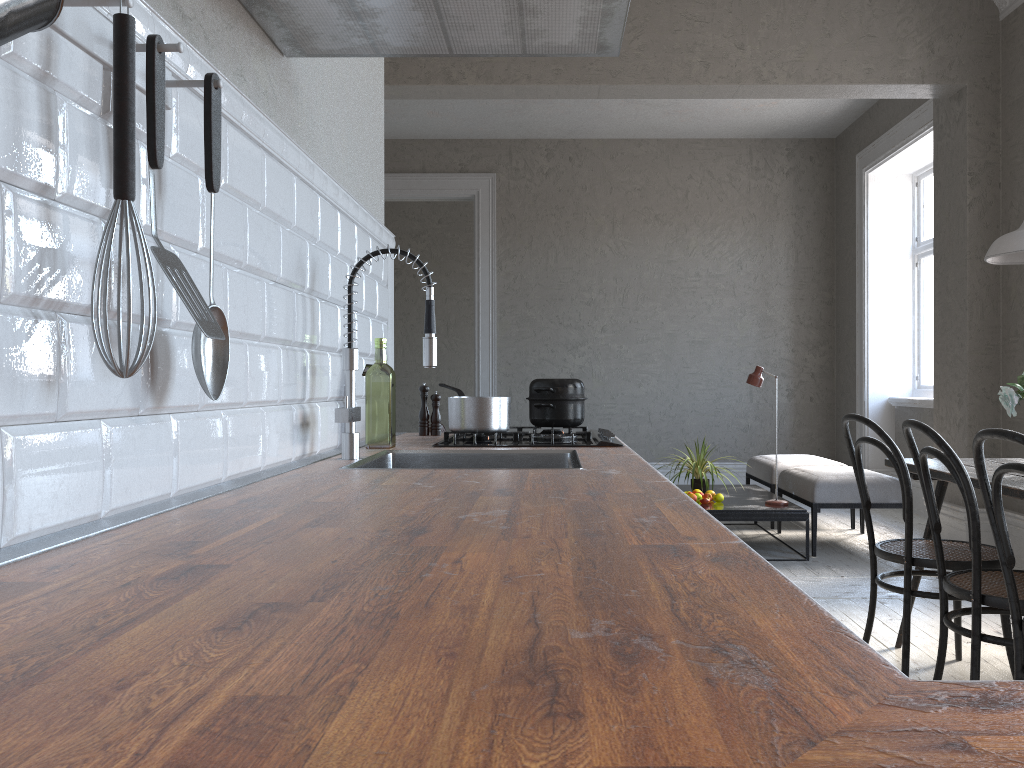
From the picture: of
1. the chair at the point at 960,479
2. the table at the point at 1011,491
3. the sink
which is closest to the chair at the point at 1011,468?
the chair at the point at 960,479

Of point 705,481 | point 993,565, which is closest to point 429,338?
point 993,565

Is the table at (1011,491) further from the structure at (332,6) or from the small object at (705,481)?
the small object at (705,481)

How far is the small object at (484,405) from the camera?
2.4 meters

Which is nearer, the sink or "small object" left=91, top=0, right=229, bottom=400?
"small object" left=91, top=0, right=229, bottom=400

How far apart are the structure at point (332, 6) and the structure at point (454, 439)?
0.94m

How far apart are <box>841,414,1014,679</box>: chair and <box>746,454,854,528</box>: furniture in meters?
2.9

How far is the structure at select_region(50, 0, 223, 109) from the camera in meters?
1.0

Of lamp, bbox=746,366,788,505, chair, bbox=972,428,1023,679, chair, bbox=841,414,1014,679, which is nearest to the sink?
chair, bbox=972,428,1023,679

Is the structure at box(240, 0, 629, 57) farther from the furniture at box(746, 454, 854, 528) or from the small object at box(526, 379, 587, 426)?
the furniture at box(746, 454, 854, 528)
